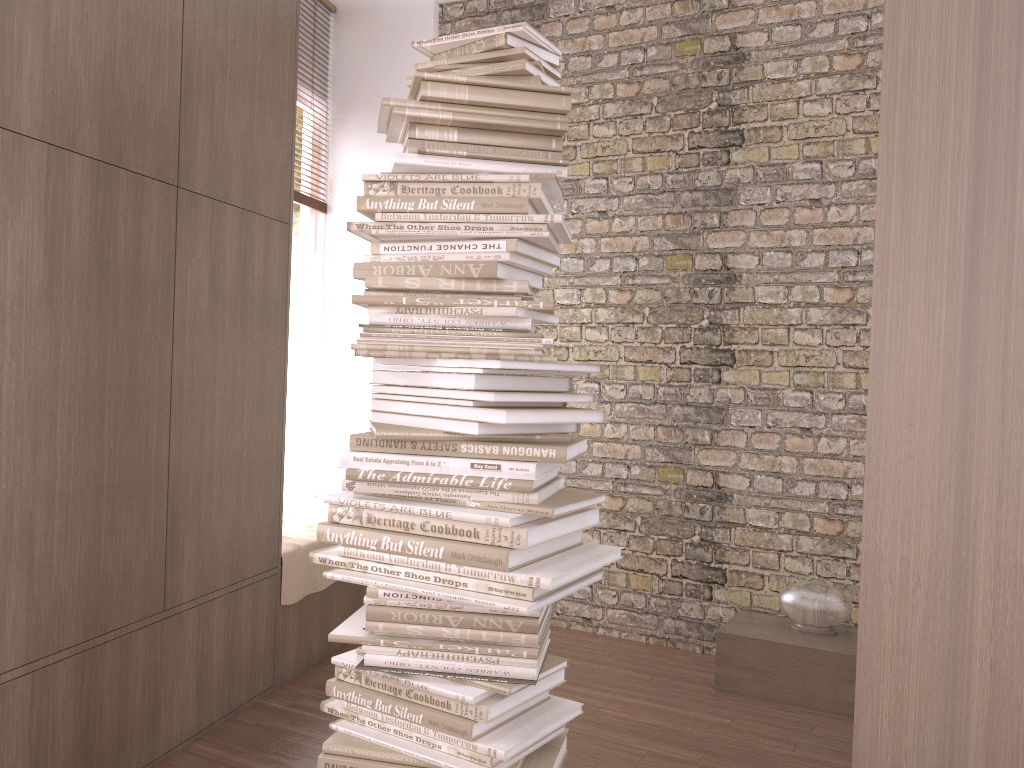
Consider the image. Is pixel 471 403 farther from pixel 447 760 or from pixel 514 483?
pixel 447 760

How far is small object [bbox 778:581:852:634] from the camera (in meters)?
3.58

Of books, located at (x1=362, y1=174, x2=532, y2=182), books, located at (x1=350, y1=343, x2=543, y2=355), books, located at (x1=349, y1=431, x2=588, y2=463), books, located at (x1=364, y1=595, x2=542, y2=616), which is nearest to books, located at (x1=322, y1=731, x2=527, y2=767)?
books, located at (x1=364, y1=595, x2=542, y2=616)

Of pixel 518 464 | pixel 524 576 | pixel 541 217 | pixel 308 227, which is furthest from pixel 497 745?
pixel 308 227

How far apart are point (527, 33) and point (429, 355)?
0.8m

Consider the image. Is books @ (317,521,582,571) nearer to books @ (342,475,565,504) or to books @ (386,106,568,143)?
books @ (342,475,565,504)

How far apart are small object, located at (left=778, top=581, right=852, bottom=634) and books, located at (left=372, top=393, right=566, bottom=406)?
2.2m

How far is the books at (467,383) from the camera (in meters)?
1.96

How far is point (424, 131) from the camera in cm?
207

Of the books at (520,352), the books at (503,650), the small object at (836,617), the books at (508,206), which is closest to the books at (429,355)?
the books at (520,352)
